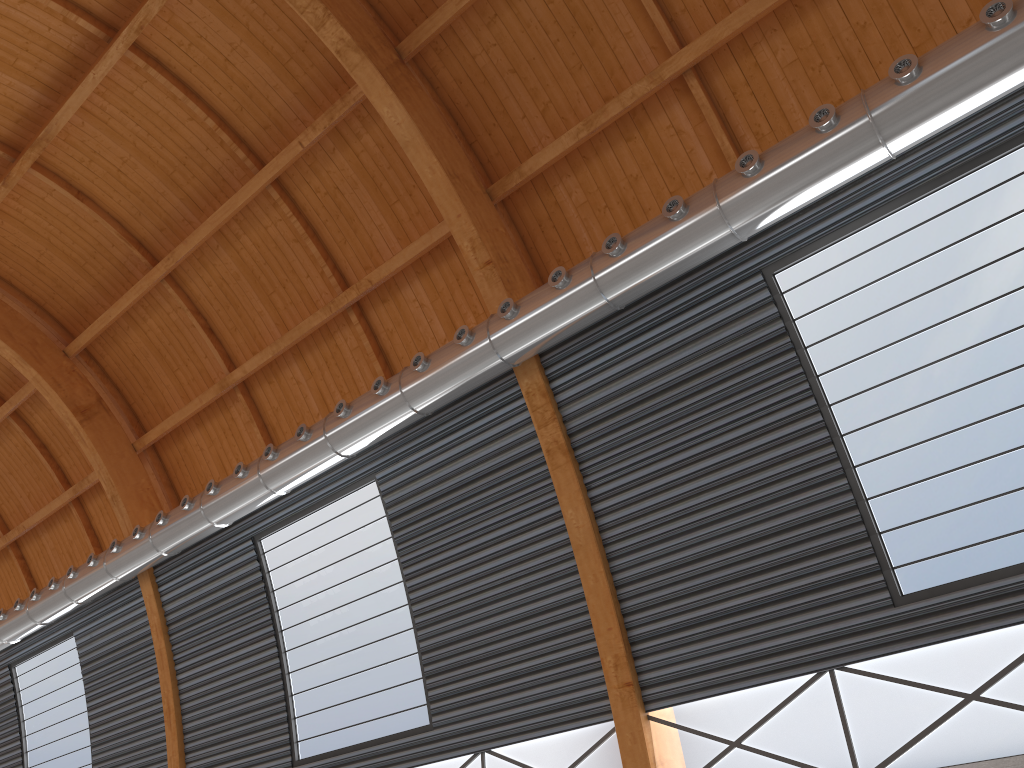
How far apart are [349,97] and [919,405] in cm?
1464

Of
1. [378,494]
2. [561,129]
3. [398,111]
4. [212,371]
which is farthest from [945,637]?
[212,371]
